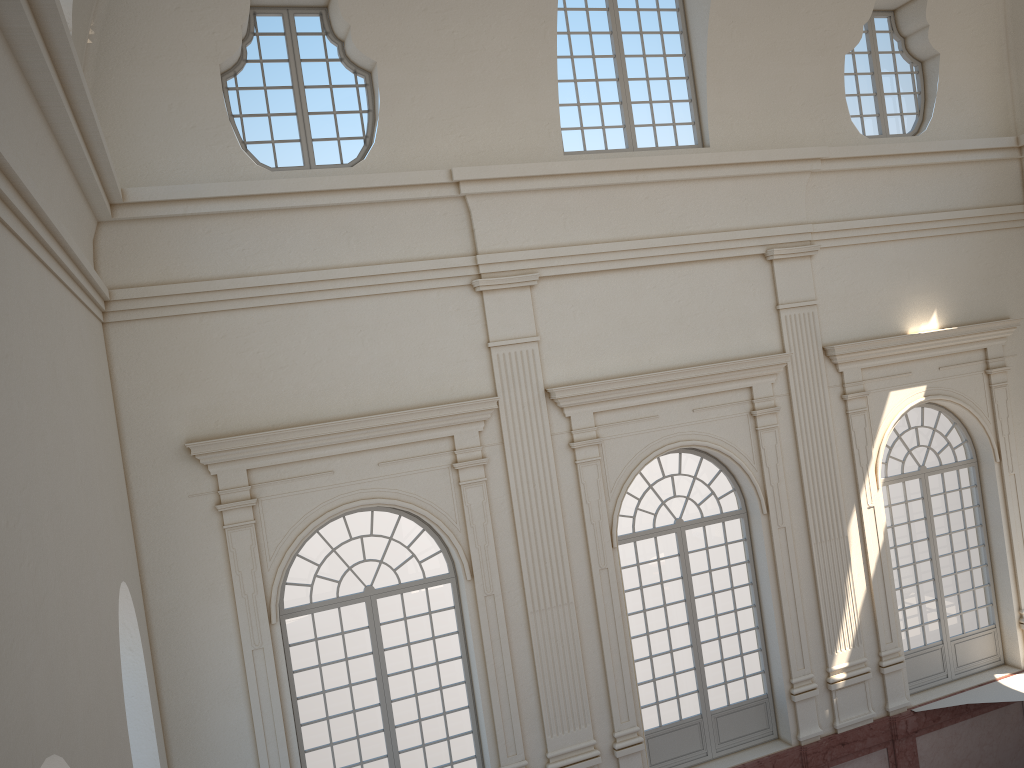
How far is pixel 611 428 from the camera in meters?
11.4 m
